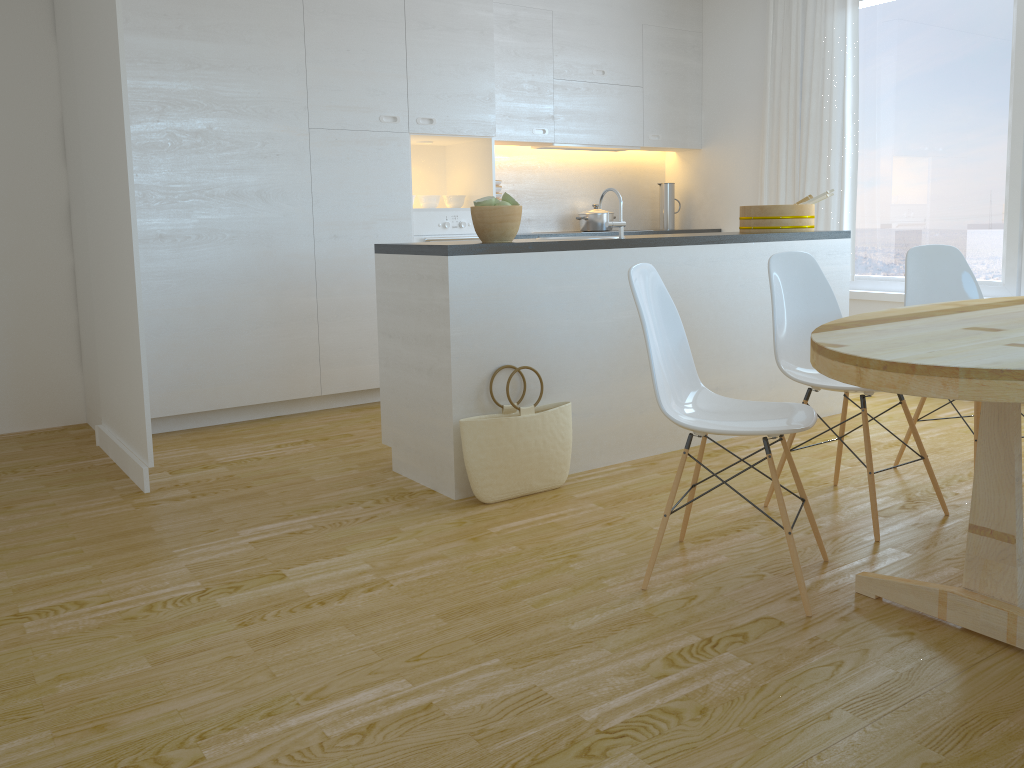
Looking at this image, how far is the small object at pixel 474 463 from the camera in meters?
3.2 m

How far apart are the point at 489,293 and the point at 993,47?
3.5m

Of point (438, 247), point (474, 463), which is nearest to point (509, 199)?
point (438, 247)

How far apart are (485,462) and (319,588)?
0.87m

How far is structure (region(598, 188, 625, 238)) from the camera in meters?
3.7

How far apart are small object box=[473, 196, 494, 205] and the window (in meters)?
3.22

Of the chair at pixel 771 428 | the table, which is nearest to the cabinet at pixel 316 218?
the chair at pixel 771 428

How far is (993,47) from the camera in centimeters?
489cm

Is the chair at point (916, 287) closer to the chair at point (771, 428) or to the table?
the table

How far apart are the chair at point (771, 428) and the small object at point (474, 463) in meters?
0.7 m
